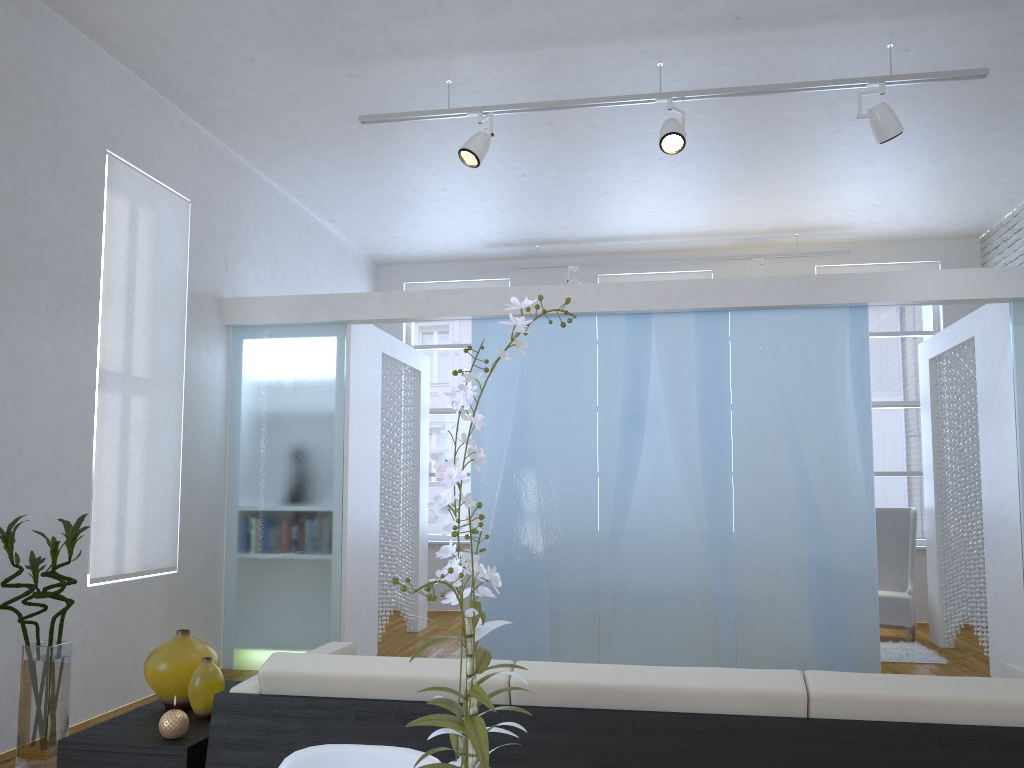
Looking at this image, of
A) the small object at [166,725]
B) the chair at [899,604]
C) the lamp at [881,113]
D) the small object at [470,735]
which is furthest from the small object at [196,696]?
the chair at [899,604]

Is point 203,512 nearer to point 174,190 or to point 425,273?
point 174,190

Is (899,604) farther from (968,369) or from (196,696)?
(196,696)

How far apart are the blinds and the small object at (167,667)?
2.0 meters

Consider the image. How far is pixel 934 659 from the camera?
5.6 meters

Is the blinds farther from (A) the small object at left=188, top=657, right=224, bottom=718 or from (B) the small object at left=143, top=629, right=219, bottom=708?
(A) the small object at left=188, top=657, right=224, bottom=718

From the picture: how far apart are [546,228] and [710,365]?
2.7m

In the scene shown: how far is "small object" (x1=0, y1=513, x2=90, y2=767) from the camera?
3.39m

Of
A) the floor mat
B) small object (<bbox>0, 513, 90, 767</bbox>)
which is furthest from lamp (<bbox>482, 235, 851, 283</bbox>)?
small object (<bbox>0, 513, 90, 767</bbox>)

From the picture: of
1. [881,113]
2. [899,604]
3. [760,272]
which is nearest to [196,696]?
[881,113]
